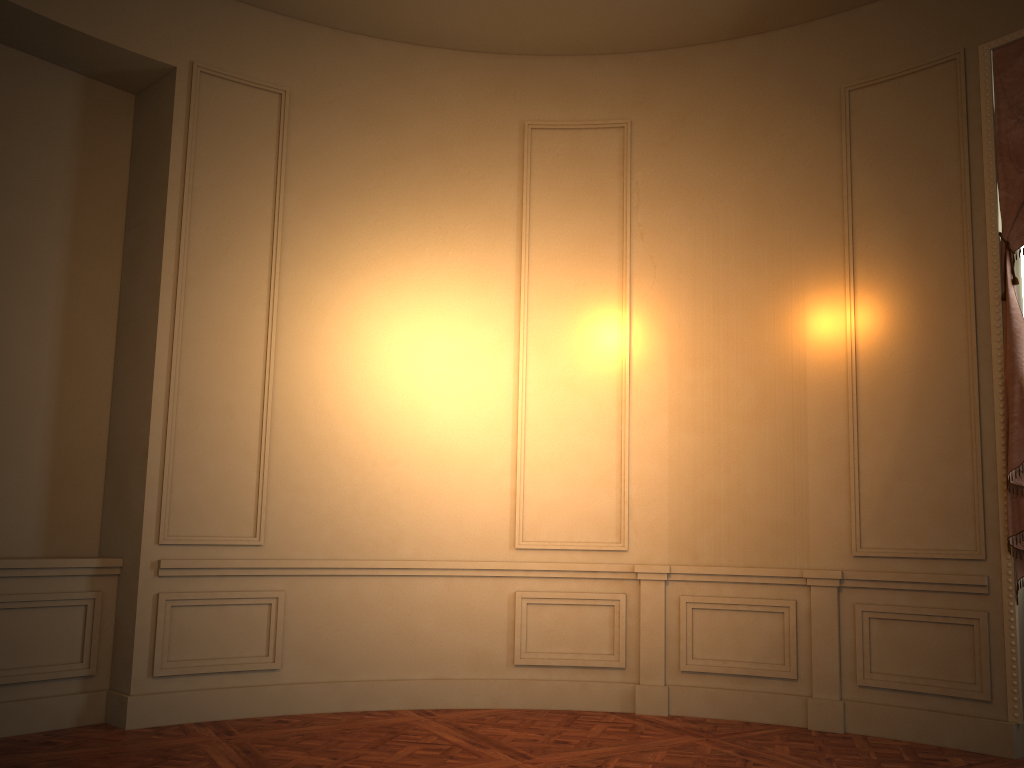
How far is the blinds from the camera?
4.42m

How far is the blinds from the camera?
4.42m

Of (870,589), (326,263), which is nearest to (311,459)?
(326,263)

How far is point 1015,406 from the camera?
4.4m
